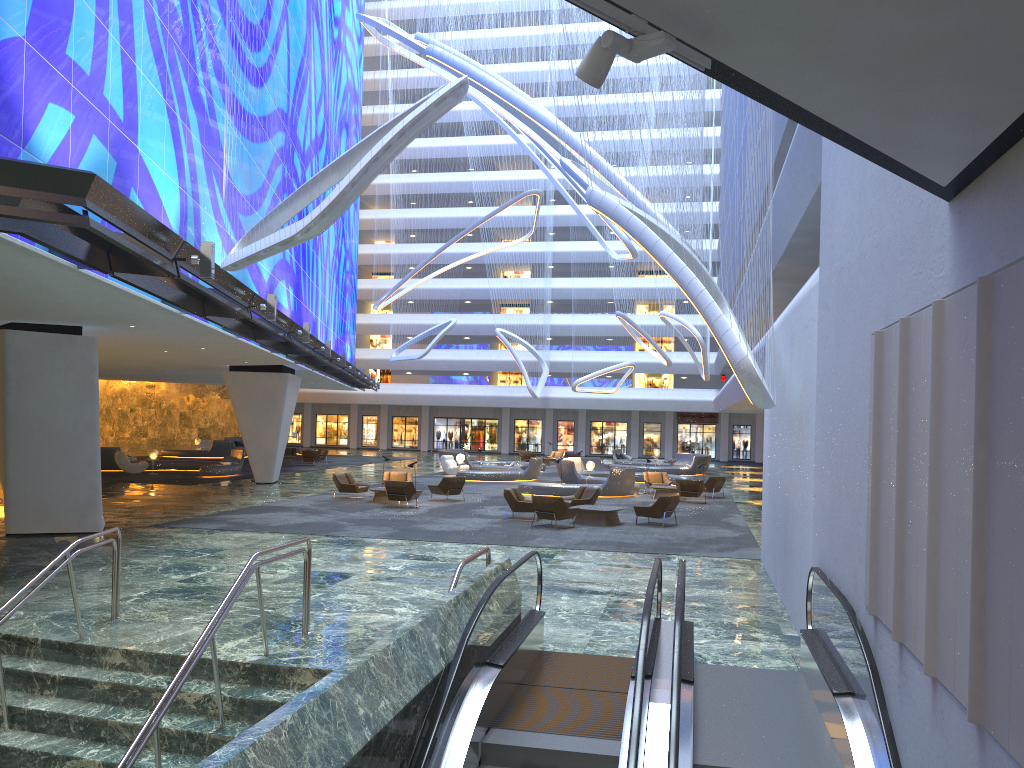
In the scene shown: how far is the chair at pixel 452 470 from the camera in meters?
38.9 m

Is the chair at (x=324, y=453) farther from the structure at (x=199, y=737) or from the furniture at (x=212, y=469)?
the structure at (x=199, y=737)

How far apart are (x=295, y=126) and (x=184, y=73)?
14.56m

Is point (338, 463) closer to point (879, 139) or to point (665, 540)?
point (665, 540)

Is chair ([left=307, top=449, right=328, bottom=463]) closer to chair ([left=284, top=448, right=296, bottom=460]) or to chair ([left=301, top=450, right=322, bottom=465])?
chair ([left=284, top=448, right=296, bottom=460])

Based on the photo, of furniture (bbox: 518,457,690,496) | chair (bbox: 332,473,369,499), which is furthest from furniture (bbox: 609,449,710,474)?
chair (bbox: 332,473,369,499)

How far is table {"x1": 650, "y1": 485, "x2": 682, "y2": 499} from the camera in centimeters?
2938cm

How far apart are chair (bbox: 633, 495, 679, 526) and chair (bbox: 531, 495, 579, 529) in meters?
1.9

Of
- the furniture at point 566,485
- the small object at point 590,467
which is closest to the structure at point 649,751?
the furniture at point 566,485

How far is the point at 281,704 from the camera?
8.27m
